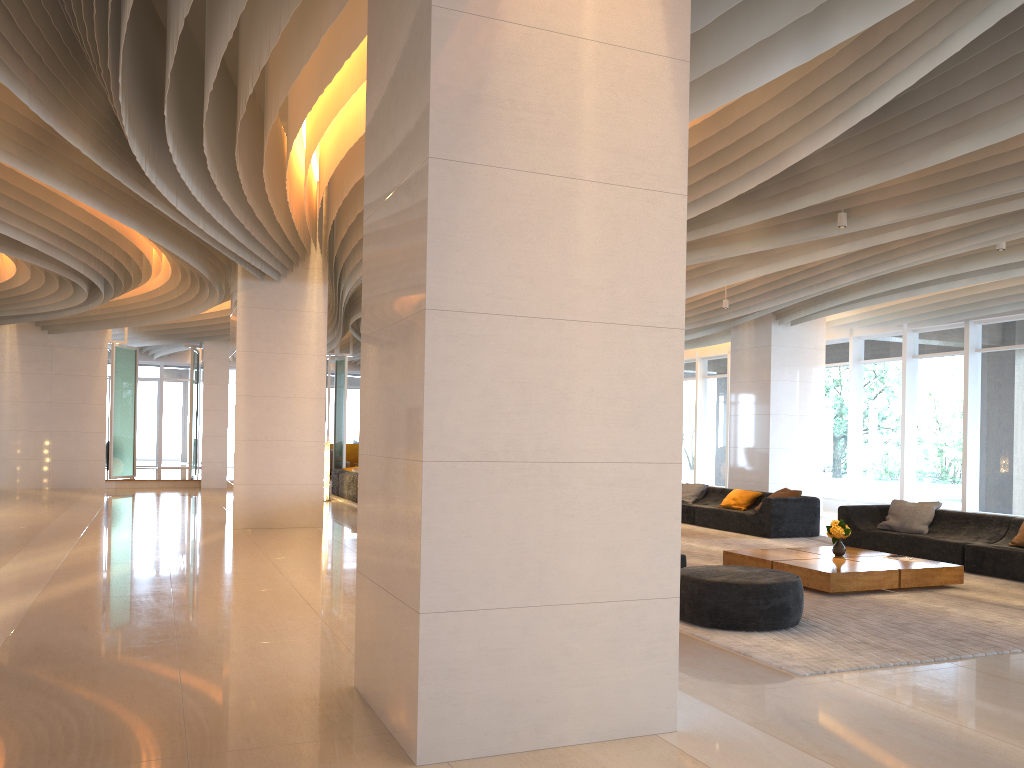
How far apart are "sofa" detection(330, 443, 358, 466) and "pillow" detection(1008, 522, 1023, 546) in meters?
20.8

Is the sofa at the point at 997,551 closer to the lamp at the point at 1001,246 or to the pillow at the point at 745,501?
the pillow at the point at 745,501

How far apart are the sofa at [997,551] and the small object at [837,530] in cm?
154

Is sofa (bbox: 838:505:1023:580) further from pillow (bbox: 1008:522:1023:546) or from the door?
the door

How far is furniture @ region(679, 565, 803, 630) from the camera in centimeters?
623cm

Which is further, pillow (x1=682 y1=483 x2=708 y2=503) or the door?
the door

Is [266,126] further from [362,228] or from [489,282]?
[489,282]

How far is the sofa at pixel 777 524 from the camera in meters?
12.4 m

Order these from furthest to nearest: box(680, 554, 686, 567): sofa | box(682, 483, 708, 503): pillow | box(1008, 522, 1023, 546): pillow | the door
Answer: the door → box(682, 483, 708, 503): pillow → box(1008, 522, 1023, 546): pillow → box(680, 554, 686, 567): sofa

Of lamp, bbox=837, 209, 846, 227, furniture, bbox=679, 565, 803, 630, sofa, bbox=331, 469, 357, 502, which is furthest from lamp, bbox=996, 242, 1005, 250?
sofa, bbox=331, 469, 357, 502
